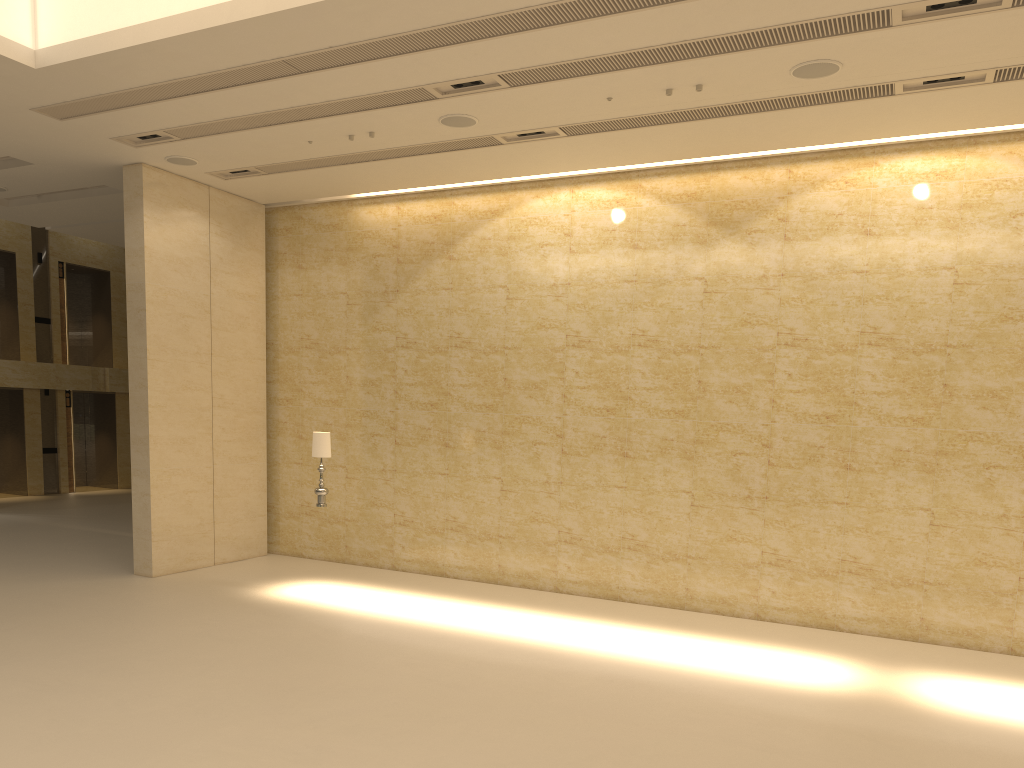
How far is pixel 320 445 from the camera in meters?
11.7

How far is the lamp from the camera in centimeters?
1168cm

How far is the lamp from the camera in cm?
1168
